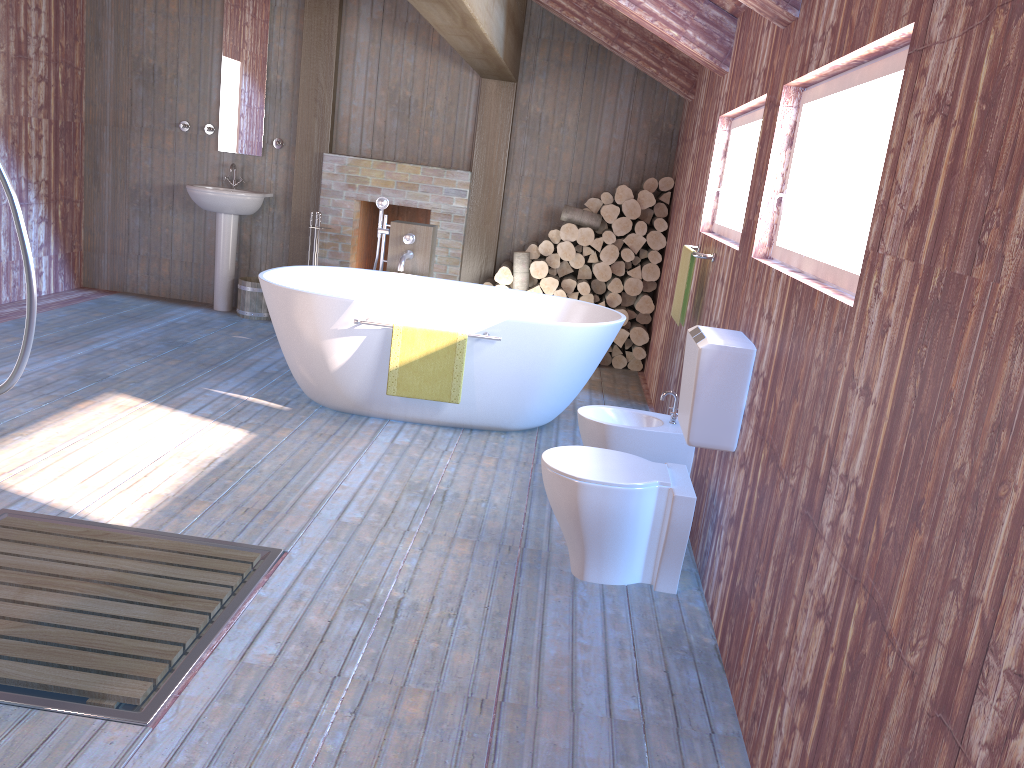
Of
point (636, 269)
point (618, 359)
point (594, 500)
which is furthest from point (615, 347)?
point (594, 500)

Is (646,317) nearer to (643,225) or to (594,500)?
(643,225)

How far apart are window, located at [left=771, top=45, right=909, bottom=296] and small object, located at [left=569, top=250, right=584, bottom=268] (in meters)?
3.49

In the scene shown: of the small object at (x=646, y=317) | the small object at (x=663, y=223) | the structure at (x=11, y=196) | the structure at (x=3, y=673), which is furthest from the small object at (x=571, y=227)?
the structure at (x=11, y=196)

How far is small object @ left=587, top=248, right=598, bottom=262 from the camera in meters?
6.5 m

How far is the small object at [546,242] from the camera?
6.5 meters

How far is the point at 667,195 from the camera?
6.4m

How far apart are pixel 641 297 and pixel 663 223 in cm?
55

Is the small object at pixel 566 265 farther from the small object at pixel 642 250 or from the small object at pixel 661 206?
the small object at pixel 661 206

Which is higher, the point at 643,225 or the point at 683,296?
the point at 643,225
